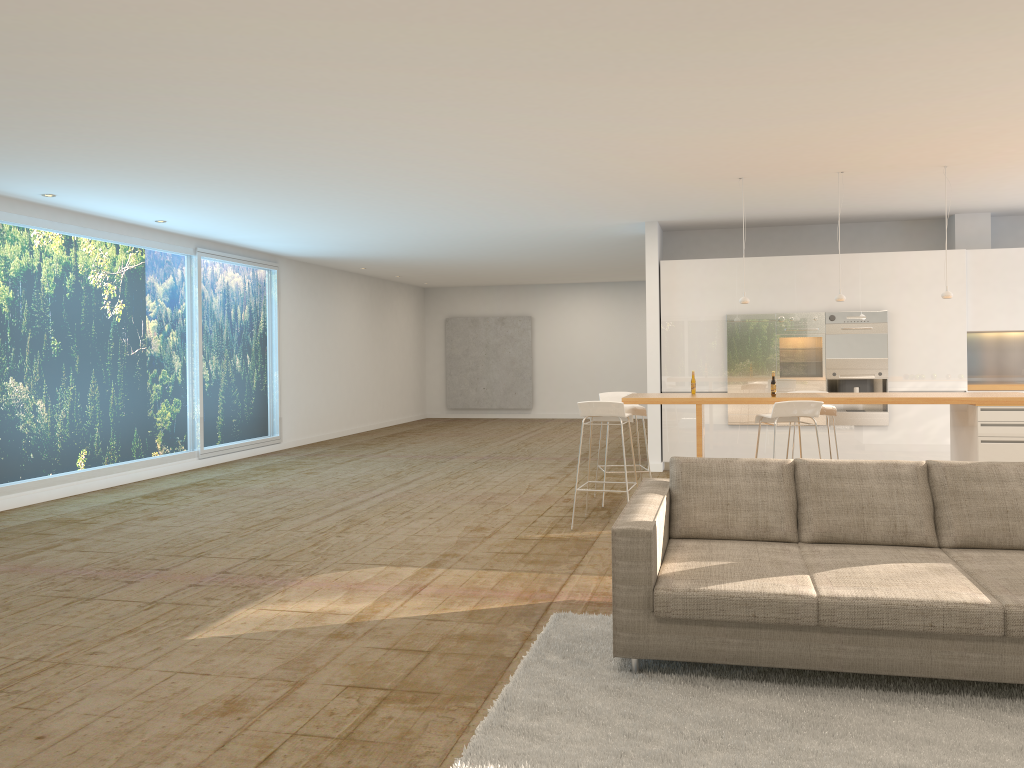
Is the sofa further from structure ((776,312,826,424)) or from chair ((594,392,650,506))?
structure ((776,312,826,424))

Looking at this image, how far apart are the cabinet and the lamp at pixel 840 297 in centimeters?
255cm

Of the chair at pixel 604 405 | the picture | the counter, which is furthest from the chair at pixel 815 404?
the picture

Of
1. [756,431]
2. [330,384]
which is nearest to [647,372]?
[756,431]

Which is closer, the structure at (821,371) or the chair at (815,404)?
the chair at (815,404)

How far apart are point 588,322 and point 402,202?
10.9m

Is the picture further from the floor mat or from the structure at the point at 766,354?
the floor mat

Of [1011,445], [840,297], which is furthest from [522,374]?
[1011,445]

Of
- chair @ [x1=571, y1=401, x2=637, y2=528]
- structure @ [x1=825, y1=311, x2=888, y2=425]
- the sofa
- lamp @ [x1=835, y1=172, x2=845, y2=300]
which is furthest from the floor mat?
structure @ [x1=825, y1=311, x2=888, y2=425]

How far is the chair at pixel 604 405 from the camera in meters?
7.1
